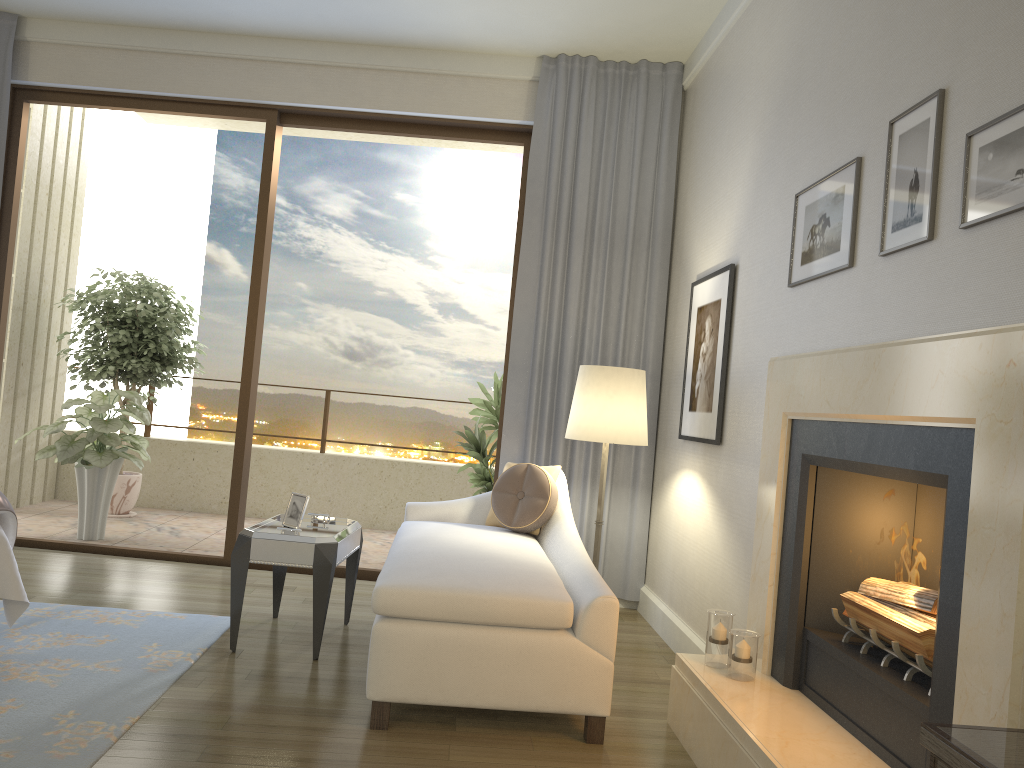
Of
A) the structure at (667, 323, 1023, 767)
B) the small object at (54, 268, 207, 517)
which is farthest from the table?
the small object at (54, 268, 207, 517)

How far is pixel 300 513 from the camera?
3.81m

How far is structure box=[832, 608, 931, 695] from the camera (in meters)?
2.19

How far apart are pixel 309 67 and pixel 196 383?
4.9m

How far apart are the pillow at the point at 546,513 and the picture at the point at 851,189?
1.5m

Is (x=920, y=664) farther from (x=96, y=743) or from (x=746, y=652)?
(x=96, y=743)

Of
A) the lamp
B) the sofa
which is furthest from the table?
the lamp

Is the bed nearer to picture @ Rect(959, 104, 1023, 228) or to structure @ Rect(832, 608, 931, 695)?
structure @ Rect(832, 608, 931, 695)

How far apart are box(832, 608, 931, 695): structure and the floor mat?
2.16m

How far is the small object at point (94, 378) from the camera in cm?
664
